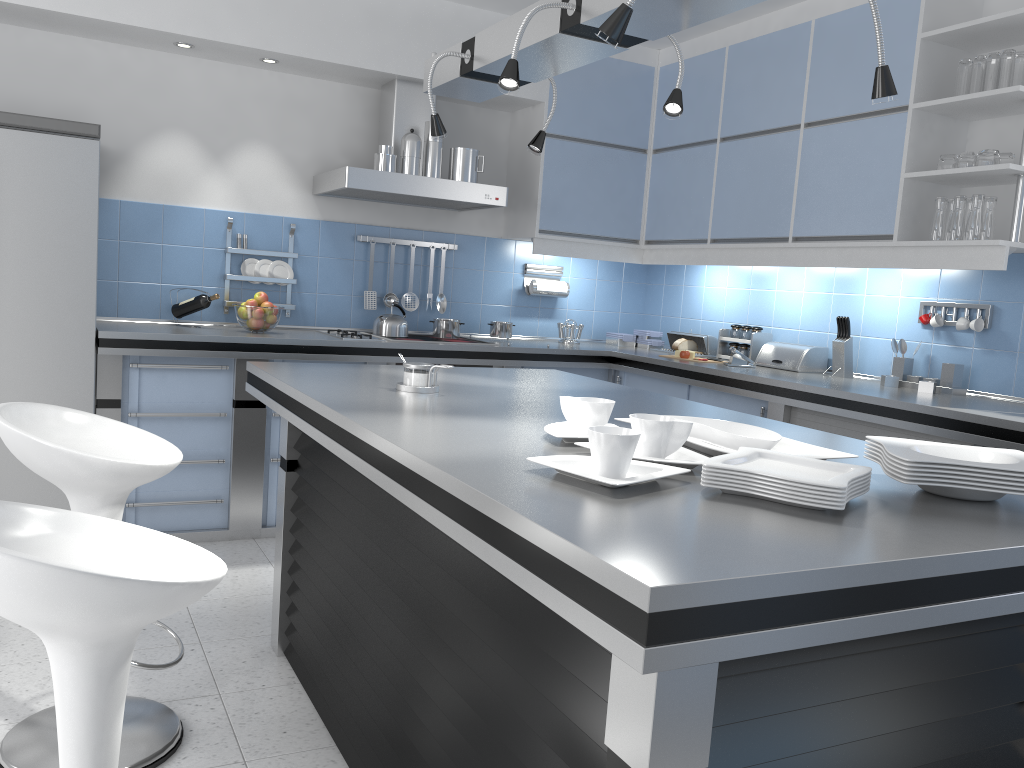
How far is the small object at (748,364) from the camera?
4.5 meters

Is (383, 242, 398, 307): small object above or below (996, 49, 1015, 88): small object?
below

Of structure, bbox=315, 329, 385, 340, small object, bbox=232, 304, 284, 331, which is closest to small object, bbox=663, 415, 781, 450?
structure, bbox=315, 329, 385, 340

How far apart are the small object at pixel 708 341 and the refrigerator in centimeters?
314cm

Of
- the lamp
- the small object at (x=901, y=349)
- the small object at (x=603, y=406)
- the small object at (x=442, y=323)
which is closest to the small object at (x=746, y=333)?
the small object at (x=901, y=349)

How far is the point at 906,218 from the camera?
3.7 meters

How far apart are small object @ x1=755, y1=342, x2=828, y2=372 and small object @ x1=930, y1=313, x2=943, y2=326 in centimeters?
62cm

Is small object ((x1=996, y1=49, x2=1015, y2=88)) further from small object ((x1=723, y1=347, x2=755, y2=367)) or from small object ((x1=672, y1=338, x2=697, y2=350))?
small object ((x1=672, y1=338, x2=697, y2=350))

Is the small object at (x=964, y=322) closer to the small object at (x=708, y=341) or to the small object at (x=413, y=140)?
the small object at (x=708, y=341)

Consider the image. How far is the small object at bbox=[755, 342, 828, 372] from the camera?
4.4m
